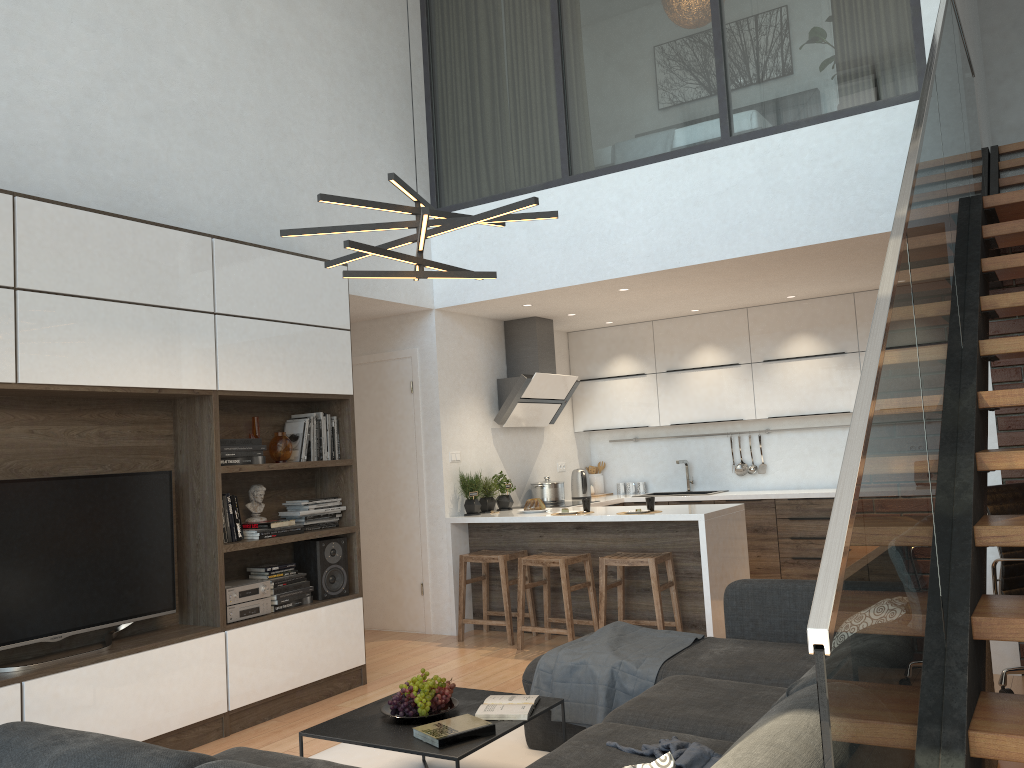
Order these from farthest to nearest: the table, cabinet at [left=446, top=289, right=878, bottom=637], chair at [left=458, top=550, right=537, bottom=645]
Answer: chair at [left=458, top=550, right=537, bottom=645], cabinet at [left=446, top=289, right=878, bottom=637], the table

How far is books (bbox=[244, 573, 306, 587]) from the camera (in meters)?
4.74

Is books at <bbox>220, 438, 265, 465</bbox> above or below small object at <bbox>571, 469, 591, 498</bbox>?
above

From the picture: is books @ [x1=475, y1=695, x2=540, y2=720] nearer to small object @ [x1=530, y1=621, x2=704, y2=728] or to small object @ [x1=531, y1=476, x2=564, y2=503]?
small object @ [x1=530, y1=621, x2=704, y2=728]

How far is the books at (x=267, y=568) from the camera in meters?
4.8 m

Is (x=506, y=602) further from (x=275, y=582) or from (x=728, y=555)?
(x=275, y=582)

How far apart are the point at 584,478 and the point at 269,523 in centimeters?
366cm

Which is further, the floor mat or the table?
the floor mat

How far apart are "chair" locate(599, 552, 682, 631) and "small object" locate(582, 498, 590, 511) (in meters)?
0.51

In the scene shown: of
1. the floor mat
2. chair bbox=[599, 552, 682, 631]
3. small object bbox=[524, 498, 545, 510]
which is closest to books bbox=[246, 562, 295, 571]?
the floor mat
